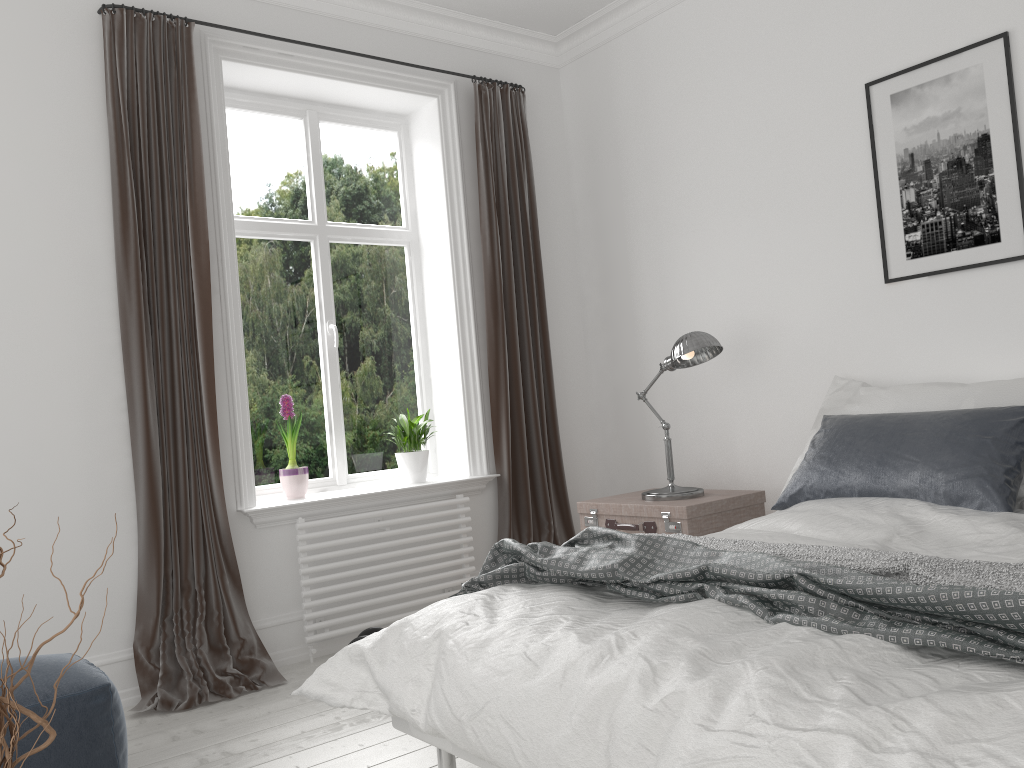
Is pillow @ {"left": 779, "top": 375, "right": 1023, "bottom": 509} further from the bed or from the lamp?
the lamp

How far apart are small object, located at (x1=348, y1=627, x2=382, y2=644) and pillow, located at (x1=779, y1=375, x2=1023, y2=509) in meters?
1.9 m

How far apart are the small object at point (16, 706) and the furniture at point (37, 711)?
1.47m

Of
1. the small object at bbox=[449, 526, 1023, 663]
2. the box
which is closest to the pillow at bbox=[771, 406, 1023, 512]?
the box

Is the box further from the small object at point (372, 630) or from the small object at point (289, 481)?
the small object at point (289, 481)

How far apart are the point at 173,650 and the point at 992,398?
3.11m

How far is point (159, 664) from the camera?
3.4 meters

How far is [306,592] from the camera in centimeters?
373cm

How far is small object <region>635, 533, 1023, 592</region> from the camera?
1.8 meters

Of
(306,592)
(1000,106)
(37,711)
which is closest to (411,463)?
(306,592)
